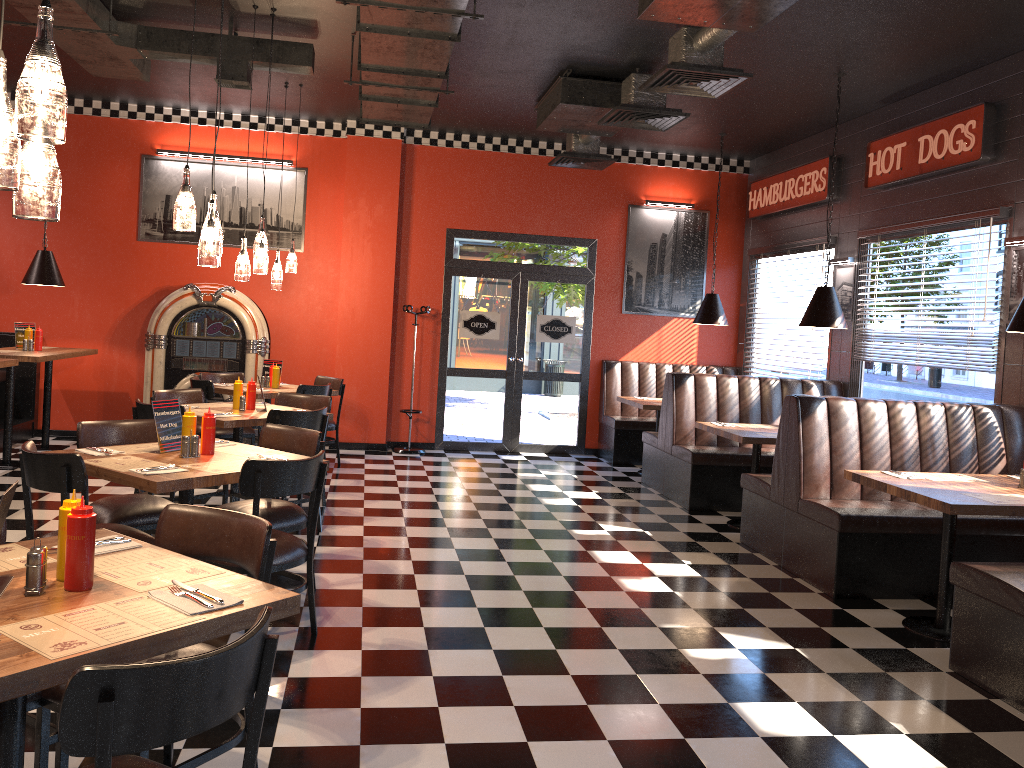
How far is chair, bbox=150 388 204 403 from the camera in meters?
6.7 m

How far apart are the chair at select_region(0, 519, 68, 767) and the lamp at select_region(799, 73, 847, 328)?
5.89m

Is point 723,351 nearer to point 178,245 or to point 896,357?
point 896,357

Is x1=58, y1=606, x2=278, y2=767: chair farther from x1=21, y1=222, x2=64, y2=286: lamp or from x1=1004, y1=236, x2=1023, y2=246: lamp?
x1=21, y1=222, x2=64, y2=286: lamp

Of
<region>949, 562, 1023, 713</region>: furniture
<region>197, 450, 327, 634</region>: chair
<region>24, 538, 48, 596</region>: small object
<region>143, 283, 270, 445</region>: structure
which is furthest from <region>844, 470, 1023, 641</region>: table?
<region>143, 283, 270, 445</region>: structure

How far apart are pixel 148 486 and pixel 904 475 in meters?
4.0

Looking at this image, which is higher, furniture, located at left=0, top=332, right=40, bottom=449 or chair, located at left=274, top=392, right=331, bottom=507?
chair, located at left=274, top=392, right=331, bottom=507

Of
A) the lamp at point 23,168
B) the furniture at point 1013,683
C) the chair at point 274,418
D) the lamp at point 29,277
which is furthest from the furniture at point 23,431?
the furniture at point 1013,683

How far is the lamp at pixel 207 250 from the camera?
4.2m

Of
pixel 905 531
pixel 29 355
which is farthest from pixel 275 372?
pixel 905 531
